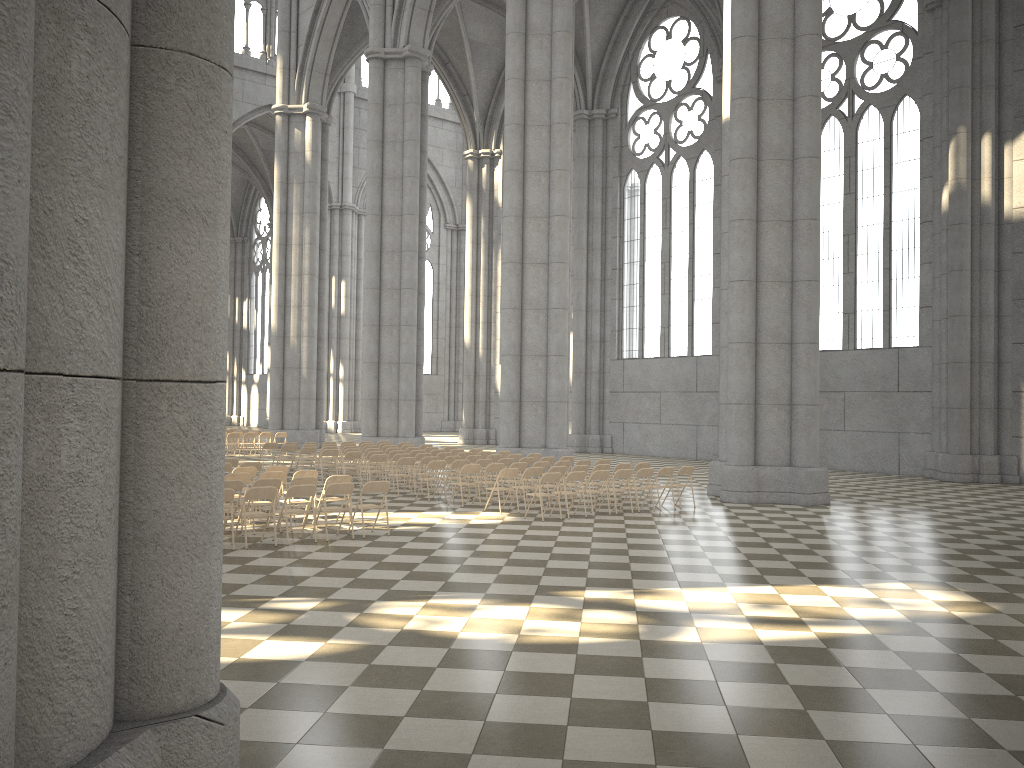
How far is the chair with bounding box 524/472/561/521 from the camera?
14.98m

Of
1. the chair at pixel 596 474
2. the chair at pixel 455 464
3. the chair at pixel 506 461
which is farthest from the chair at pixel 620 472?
the chair at pixel 455 464

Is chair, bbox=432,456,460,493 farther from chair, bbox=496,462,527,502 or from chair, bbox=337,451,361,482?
chair, bbox=337,451,361,482

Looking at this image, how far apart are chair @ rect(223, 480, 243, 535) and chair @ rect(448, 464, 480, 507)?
4.97m

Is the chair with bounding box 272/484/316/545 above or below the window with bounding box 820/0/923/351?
below

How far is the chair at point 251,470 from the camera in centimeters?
→ 1533cm

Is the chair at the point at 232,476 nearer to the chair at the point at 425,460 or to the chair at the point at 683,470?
the chair at the point at 425,460

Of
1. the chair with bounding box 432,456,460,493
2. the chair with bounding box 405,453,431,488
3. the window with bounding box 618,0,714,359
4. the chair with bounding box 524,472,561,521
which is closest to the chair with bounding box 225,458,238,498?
the chair with bounding box 405,453,431,488

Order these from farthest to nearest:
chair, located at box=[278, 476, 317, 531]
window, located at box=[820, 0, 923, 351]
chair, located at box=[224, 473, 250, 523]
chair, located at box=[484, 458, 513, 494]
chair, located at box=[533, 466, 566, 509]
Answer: window, located at box=[820, 0, 923, 351], chair, located at box=[484, 458, 513, 494], chair, located at box=[533, 466, 566, 509], chair, located at box=[224, 473, 250, 523], chair, located at box=[278, 476, 317, 531]

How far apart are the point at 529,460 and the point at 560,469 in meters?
2.6
